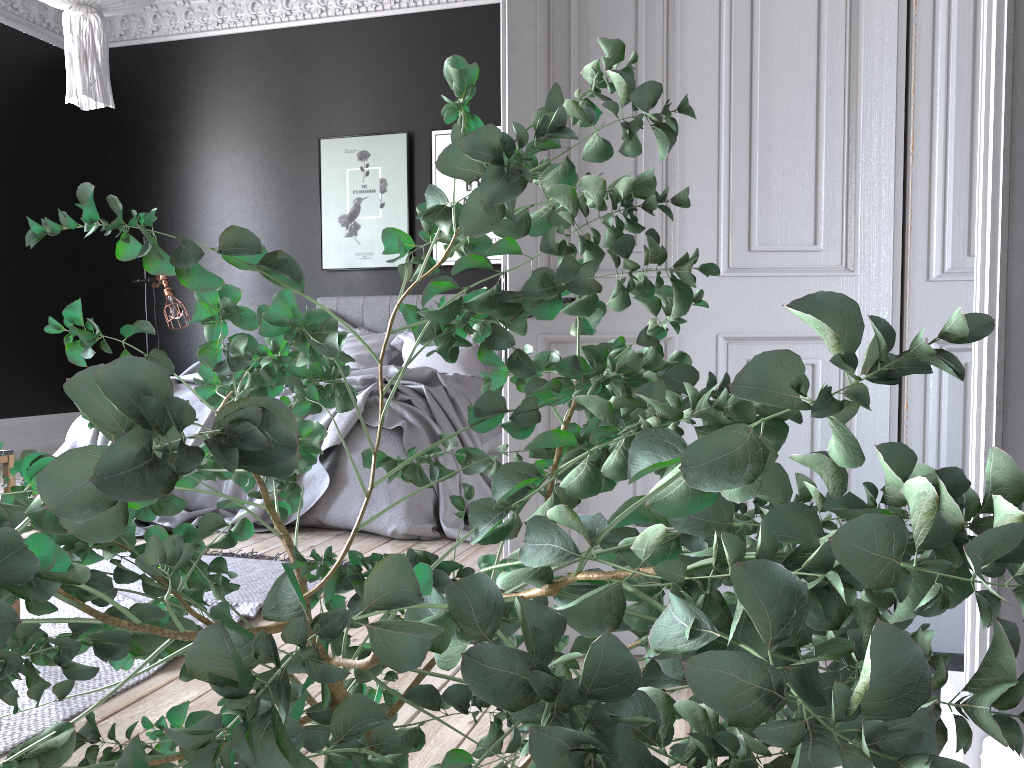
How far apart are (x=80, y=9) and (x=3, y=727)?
2.8 meters

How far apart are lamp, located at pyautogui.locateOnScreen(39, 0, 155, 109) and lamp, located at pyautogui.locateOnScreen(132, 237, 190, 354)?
3.2 meters

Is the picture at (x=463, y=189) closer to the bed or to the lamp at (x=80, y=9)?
the bed

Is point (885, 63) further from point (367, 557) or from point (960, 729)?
point (960, 729)

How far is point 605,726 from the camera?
0.3m

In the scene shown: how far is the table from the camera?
2.65m

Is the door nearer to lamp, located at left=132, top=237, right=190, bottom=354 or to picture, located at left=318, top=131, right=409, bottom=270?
Answer: picture, located at left=318, top=131, right=409, bottom=270

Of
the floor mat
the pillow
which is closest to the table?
the floor mat

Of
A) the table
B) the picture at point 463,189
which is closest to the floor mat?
the table

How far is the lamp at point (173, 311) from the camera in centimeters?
680cm
